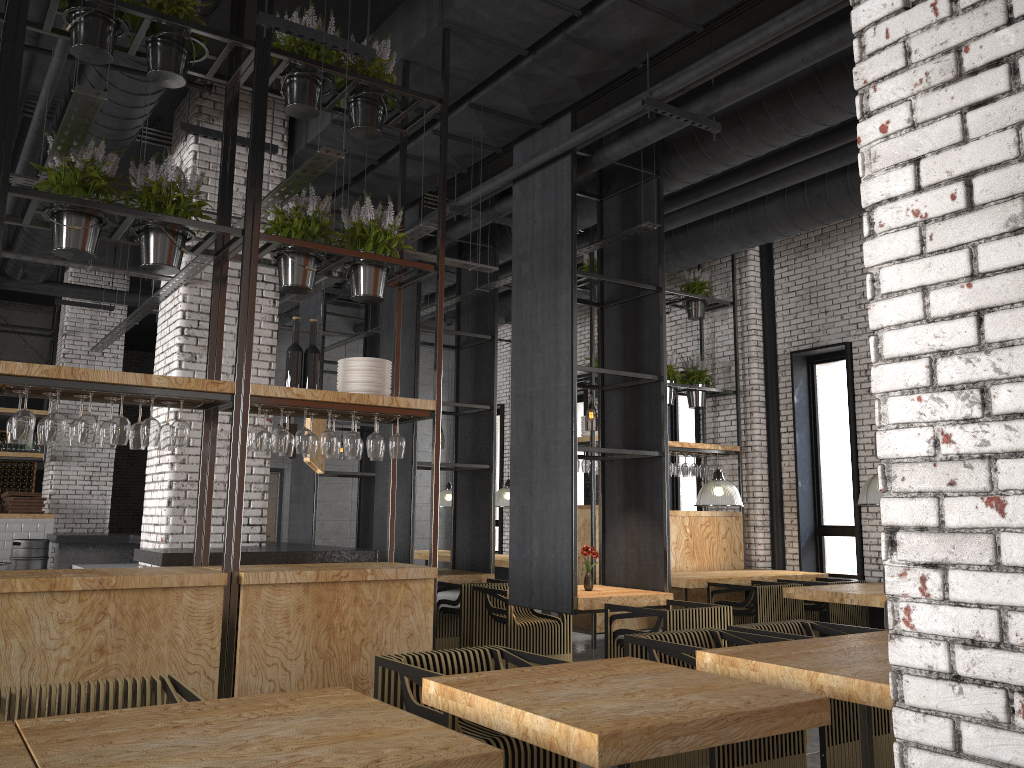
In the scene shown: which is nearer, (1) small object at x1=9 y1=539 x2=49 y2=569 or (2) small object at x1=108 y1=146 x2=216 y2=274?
(2) small object at x1=108 y1=146 x2=216 y2=274

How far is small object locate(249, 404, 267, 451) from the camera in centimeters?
486cm

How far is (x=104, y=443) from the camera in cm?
470

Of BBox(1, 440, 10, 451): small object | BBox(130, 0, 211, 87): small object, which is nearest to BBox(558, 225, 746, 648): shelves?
BBox(130, 0, 211, 87): small object

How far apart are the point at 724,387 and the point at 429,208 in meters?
4.3 m

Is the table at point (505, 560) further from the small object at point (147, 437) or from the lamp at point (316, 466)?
the small object at point (147, 437)

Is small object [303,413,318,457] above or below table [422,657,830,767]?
above

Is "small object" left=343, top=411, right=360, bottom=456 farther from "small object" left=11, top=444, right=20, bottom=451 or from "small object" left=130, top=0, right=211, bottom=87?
"small object" left=11, top=444, right=20, bottom=451

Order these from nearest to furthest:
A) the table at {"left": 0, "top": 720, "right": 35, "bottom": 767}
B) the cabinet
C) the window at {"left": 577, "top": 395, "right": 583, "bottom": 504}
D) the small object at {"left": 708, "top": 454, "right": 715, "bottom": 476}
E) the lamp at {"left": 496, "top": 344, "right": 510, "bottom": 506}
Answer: the table at {"left": 0, "top": 720, "right": 35, "bottom": 767} → the small object at {"left": 708, "top": 454, "right": 715, "bottom": 476} → the lamp at {"left": 496, "top": 344, "right": 510, "bottom": 506} → the cabinet → the window at {"left": 577, "top": 395, "right": 583, "bottom": 504}

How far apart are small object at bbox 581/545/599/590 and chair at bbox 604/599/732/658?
0.7 meters
